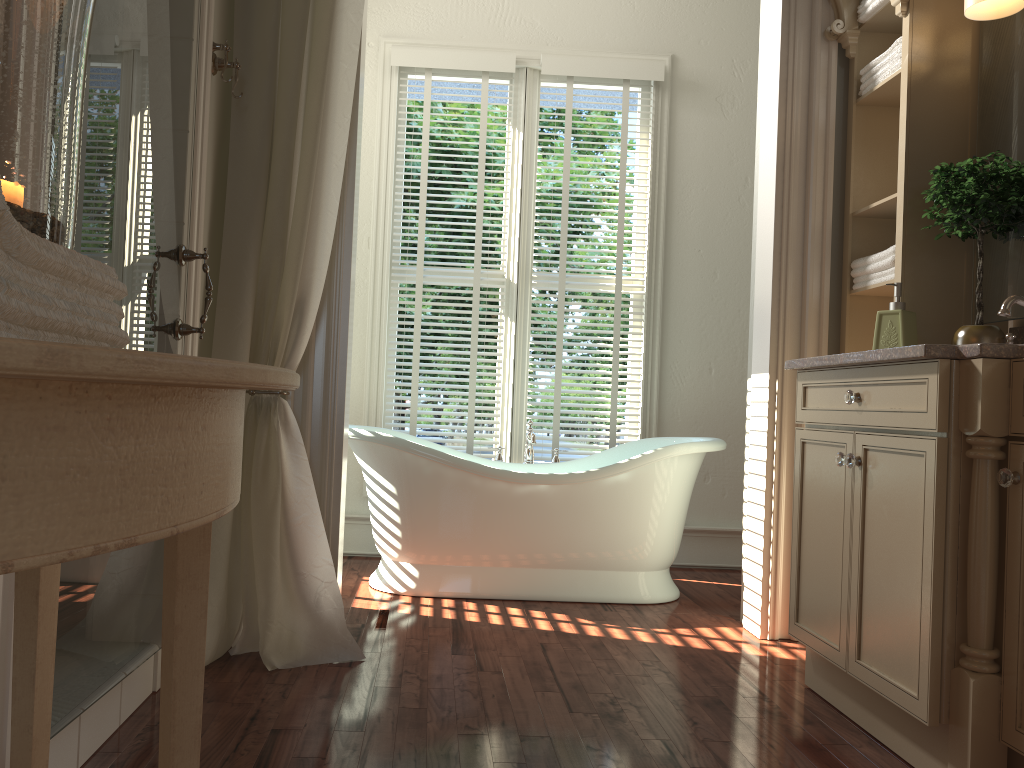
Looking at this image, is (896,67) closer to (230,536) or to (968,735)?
(968,735)

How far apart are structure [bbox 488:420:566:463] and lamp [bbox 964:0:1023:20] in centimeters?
222cm

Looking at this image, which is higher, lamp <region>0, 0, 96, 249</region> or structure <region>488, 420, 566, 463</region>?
lamp <region>0, 0, 96, 249</region>

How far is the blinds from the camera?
4.2m

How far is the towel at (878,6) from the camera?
2.86m

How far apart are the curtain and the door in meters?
0.3 m

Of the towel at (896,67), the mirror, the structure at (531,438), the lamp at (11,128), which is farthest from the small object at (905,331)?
the lamp at (11,128)

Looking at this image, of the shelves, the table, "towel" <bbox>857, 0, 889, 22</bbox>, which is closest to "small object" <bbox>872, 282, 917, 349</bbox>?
the shelves

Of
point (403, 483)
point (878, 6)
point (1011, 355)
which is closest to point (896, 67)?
point (878, 6)

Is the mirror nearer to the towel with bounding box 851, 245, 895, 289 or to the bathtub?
the towel with bounding box 851, 245, 895, 289
